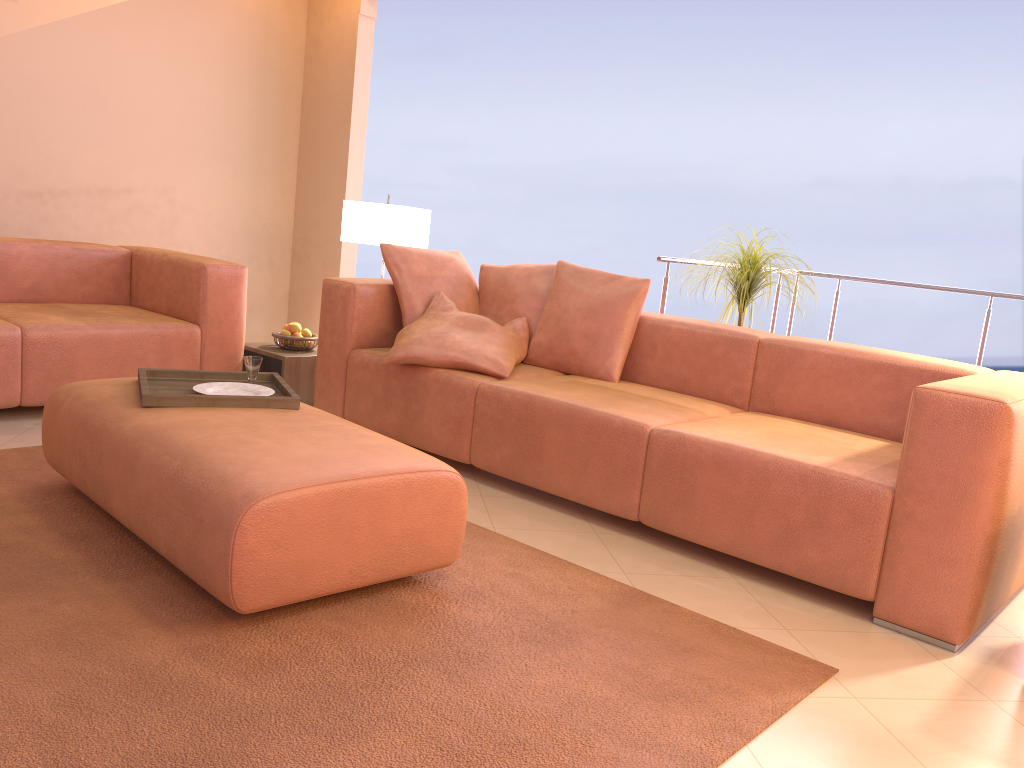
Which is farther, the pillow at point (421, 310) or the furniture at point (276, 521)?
the pillow at point (421, 310)

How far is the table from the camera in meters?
4.1 m

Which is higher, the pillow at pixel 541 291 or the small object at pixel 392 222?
the small object at pixel 392 222

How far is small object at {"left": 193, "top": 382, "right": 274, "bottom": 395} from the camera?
2.7 meters

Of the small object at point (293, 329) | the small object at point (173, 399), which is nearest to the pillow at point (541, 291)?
the small object at point (293, 329)

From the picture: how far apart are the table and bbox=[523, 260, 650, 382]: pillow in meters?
1.1 m

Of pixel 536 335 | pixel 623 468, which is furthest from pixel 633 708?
pixel 536 335

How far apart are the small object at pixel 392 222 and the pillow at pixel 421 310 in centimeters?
47cm

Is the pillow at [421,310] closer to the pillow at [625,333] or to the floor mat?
the pillow at [625,333]

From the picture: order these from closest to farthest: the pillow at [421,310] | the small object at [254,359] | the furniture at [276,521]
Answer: the furniture at [276,521] < the small object at [254,359] < the pillow at [421,310]
